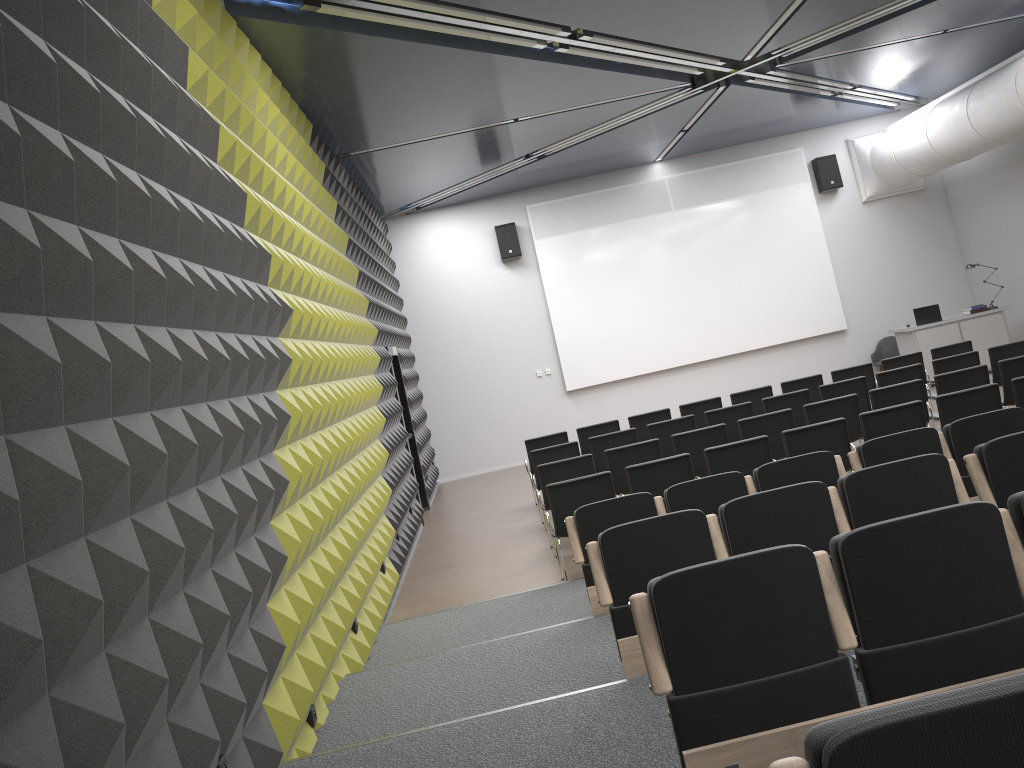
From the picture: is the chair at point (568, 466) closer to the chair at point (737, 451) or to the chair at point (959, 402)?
the chair at point (737, 451)

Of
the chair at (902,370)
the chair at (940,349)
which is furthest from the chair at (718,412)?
the chair at (940,349)

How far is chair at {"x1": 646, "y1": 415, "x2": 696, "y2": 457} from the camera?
10.0 meters

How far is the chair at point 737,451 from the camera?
7.4 meters

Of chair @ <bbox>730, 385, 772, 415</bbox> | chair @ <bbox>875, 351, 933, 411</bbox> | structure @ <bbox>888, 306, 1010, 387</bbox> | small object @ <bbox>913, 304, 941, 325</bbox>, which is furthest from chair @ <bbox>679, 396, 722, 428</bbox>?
small object @ <bbox>913, 304, 941, 325</bbox>

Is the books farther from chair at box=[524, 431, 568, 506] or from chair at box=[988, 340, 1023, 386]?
chair at box=[524, 431, 568, 506]

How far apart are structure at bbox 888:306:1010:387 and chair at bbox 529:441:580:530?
7.3 meters

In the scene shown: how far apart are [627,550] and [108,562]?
2.41m

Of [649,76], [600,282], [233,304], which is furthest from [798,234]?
[233,304]

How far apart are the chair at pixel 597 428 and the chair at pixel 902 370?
3.2m
